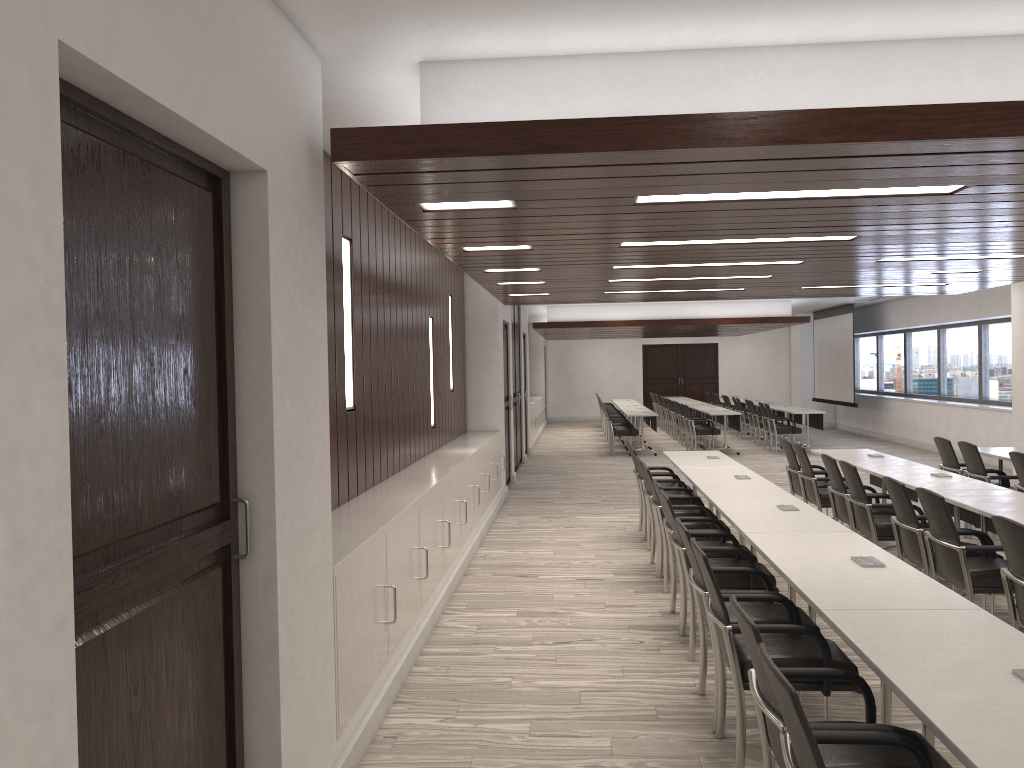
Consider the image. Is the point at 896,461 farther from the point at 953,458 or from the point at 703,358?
the point at 703,358

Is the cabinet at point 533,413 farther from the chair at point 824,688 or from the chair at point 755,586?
the chair at point 824,688

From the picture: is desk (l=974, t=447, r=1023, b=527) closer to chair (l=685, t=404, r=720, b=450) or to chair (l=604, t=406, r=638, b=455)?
chair (l=685, t=404, r=720, b=450)

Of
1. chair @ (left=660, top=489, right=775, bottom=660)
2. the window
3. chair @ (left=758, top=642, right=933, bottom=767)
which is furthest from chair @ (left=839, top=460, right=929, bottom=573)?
the window

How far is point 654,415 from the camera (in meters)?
16.31

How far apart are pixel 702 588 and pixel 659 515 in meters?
A: 2.4

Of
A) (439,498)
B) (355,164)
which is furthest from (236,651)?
(439,498)

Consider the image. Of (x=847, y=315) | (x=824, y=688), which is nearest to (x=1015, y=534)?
(x=824, y=688)

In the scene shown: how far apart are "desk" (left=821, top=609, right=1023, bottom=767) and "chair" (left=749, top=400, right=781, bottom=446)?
15.1m

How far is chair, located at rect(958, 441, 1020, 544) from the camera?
7.93m
